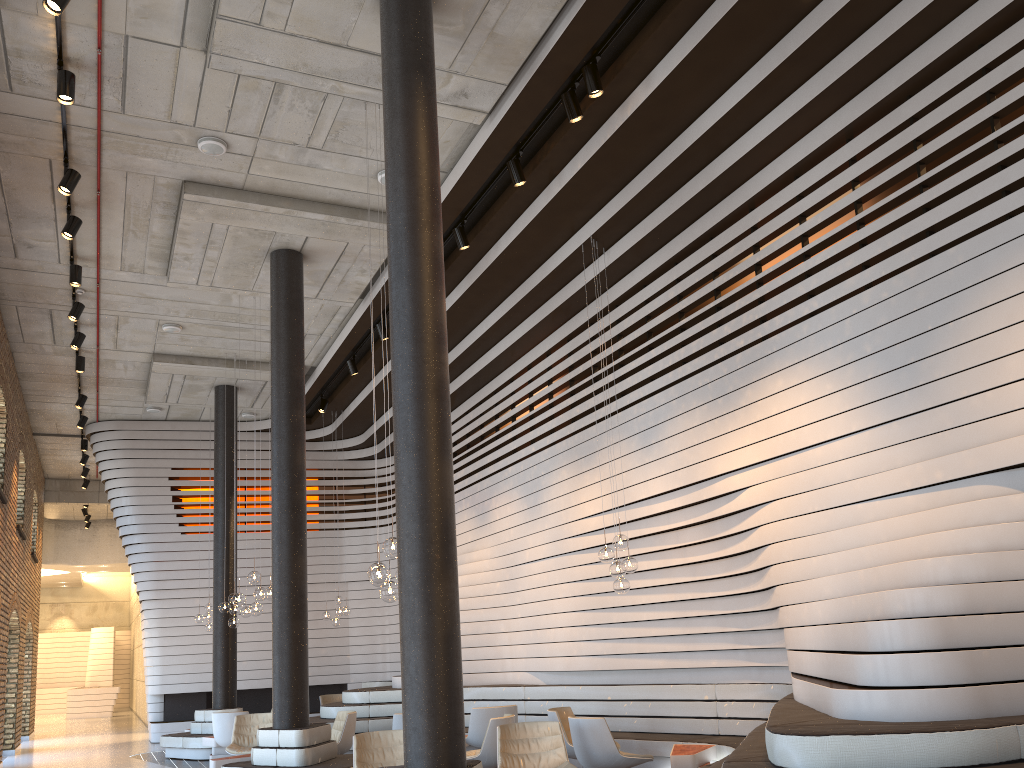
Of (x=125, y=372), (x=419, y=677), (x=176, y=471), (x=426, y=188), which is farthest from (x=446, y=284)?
(x=176, y=471)

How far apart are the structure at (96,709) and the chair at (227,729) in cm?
1744

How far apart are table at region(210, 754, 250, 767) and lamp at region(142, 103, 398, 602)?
4.2m

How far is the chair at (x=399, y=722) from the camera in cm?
942

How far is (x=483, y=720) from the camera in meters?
9.6

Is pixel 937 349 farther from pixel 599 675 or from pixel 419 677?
pixel 599 675

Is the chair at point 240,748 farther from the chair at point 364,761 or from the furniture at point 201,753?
the chair at point 364,761

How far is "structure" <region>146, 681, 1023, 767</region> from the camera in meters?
4.0 m

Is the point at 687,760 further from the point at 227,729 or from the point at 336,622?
the point at 336,622

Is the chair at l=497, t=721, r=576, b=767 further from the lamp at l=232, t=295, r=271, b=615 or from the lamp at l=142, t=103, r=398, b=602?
the lamp at l=232, t=295, r=271, b=615
